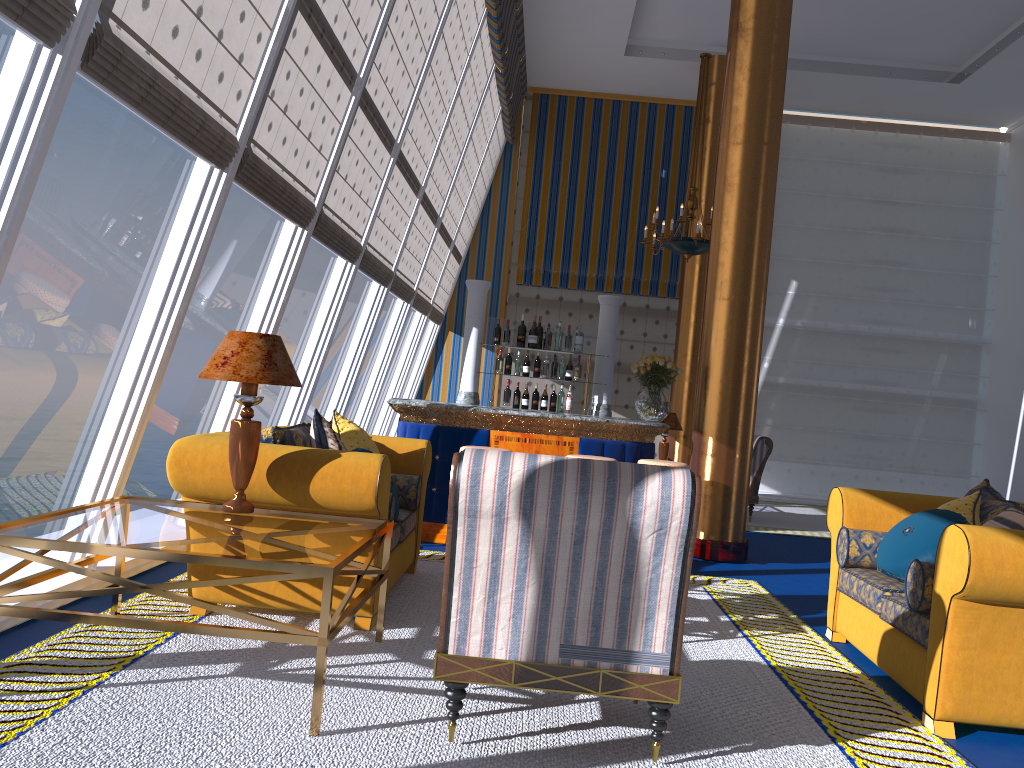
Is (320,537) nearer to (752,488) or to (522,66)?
(752,488)

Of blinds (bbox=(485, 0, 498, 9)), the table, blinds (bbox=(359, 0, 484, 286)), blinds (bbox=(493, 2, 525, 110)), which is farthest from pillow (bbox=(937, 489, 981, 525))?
blinds (bbox=(493, 2, 525, 110))

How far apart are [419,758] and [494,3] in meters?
7.7 m

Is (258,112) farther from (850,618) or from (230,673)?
(850,618)

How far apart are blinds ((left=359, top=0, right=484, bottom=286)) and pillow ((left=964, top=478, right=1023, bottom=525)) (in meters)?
5.03

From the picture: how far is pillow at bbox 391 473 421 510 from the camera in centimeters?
528cm

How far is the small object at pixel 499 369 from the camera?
8.0 meters

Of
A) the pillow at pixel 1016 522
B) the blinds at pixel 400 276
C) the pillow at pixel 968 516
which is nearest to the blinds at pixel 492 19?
the blinds at pixel 400 276

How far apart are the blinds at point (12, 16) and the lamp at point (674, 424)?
9.0 meters

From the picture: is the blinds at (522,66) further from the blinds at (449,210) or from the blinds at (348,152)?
the blinds at (348,152)
